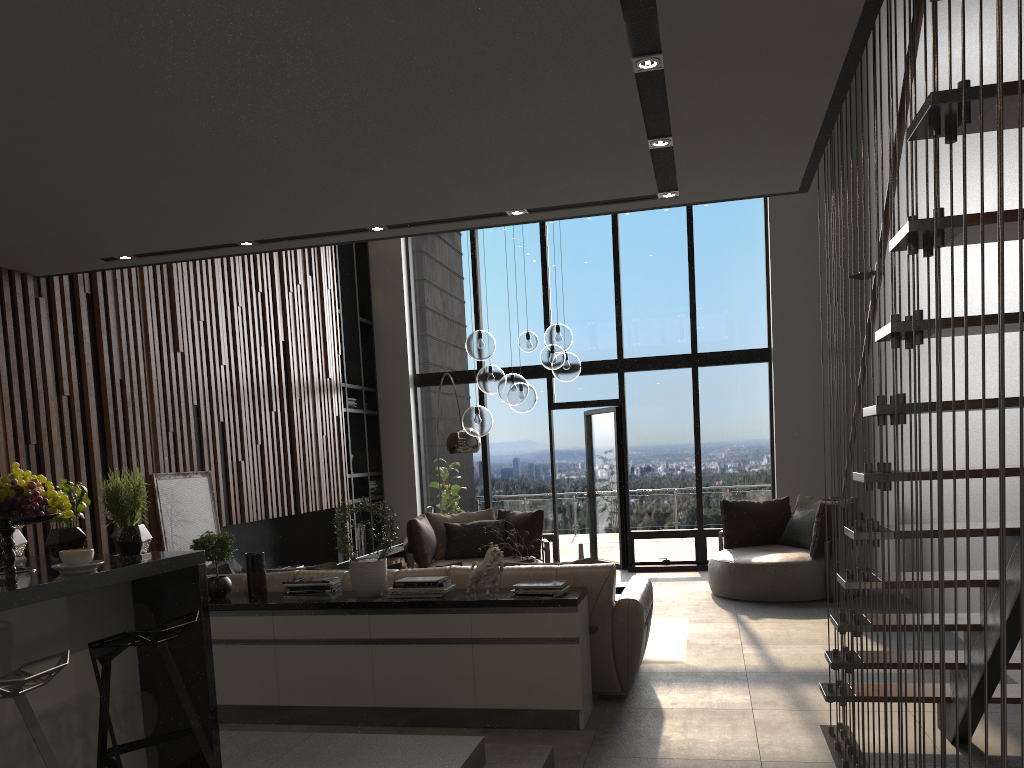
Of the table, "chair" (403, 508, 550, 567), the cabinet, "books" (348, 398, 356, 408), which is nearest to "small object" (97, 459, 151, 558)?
the cabinet

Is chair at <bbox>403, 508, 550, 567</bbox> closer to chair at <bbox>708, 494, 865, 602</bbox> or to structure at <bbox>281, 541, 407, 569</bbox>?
structure at <bbox>281, 541, 407, 569</bbox>

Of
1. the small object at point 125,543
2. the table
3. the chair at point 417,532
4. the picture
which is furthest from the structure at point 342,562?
the small object at point 125,543

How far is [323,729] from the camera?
4.63m

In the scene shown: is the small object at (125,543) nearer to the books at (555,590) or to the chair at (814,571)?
the books at (555,590)

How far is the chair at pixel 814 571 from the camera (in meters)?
7.65

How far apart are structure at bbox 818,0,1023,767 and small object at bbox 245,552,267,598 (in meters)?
3.02

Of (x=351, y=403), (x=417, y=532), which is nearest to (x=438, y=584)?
(x=417, y=532)

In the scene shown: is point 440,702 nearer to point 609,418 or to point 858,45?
point 858,45

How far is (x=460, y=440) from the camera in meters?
8.0 m
